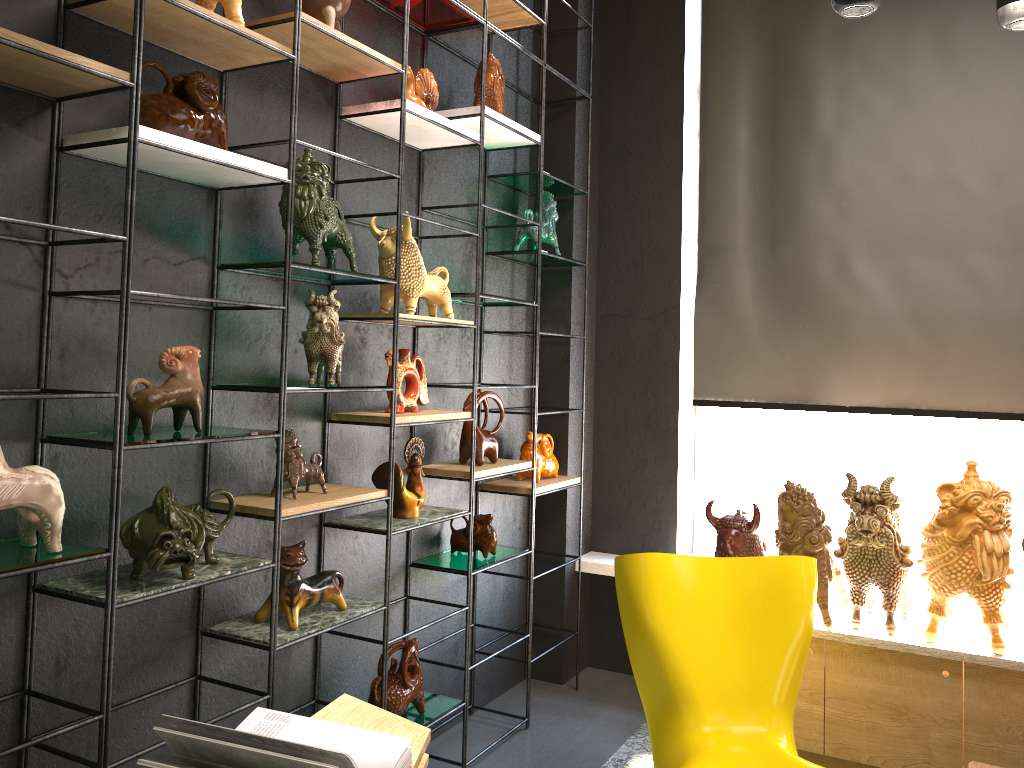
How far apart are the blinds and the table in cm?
239

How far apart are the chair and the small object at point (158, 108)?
1.72m

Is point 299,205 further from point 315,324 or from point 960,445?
point 960,445

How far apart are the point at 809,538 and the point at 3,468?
2.66m

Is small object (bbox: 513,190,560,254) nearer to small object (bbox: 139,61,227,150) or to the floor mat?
small object (bbox: 139,61,227,150)

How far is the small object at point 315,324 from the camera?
2.5m

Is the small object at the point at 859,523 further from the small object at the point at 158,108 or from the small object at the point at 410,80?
the small object at the point at 158,108

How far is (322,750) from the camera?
1.7 meters

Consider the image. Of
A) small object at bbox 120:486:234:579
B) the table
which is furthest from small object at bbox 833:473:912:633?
small object at bbox 120:486:234:579

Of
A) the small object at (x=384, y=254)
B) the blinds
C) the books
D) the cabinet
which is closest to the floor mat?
the cabinet
